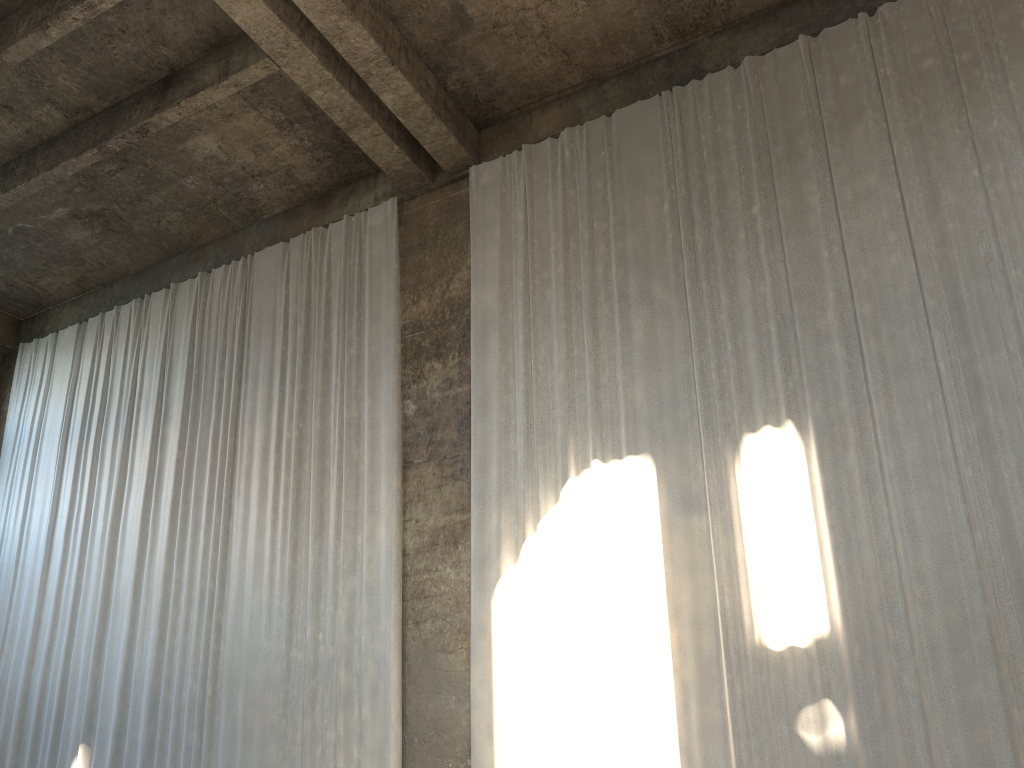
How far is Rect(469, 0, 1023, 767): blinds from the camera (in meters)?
7.07

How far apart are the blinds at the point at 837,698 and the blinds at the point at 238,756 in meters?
1.0 m

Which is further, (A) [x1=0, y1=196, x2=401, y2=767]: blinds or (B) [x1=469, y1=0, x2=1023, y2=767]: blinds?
(A) [x1=0, y1=196, x2=401, y2=767]: blinds

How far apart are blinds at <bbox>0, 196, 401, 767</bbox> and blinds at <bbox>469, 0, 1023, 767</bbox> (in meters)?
0.97

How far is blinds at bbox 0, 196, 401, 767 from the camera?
9.7 meters

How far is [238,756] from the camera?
9.7m

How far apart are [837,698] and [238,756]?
6.4 meters
